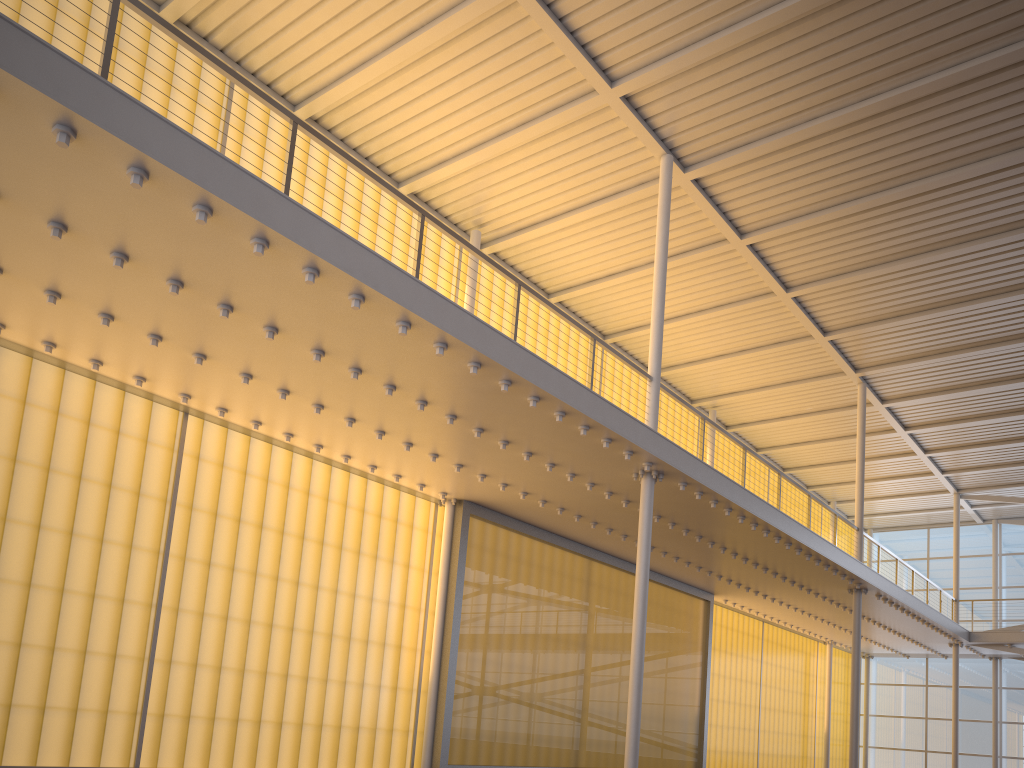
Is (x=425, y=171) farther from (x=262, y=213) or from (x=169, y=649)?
(x=169, y=649)
